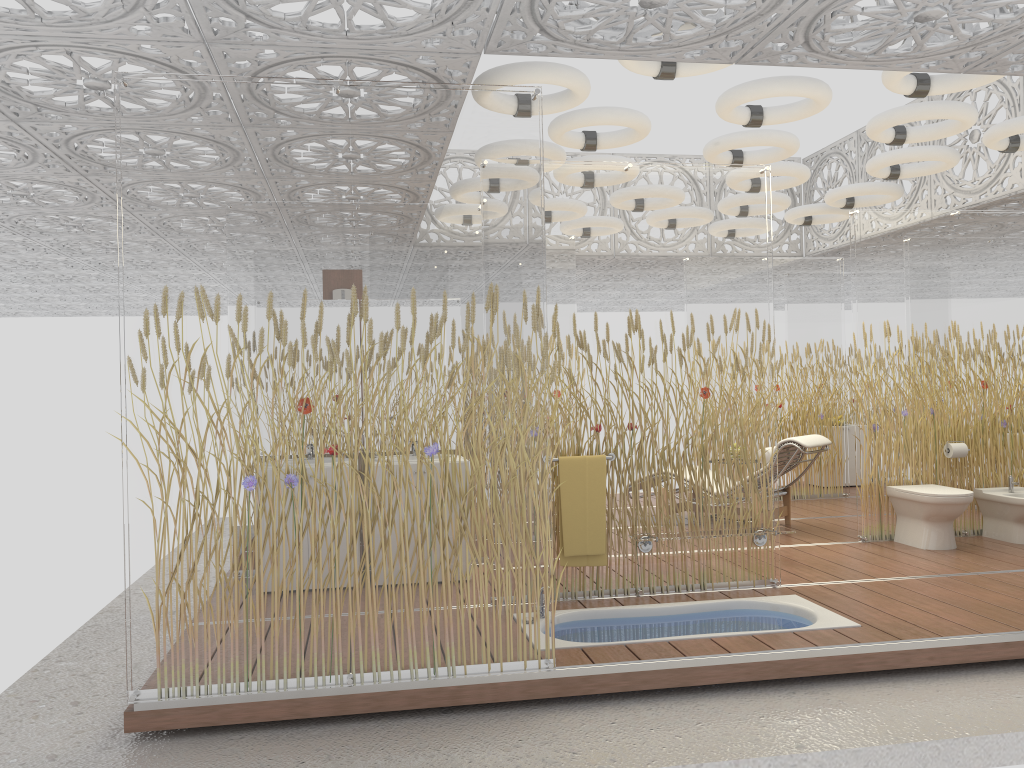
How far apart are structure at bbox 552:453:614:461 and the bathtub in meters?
0.9

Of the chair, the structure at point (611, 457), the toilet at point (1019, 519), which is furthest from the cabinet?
the structure at point (611, 457)

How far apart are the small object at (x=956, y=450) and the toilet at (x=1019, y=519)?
0.34m

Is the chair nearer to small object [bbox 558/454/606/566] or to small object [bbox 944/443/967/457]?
small object [bbox 944/443/967/457]

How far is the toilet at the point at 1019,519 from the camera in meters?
6.7 m

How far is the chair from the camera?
7.21m

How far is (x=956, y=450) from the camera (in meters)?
6.91

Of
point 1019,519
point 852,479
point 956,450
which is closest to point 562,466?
point 956,450

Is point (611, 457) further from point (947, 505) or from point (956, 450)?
point (956, 450)

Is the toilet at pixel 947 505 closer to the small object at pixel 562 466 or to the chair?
the chair
